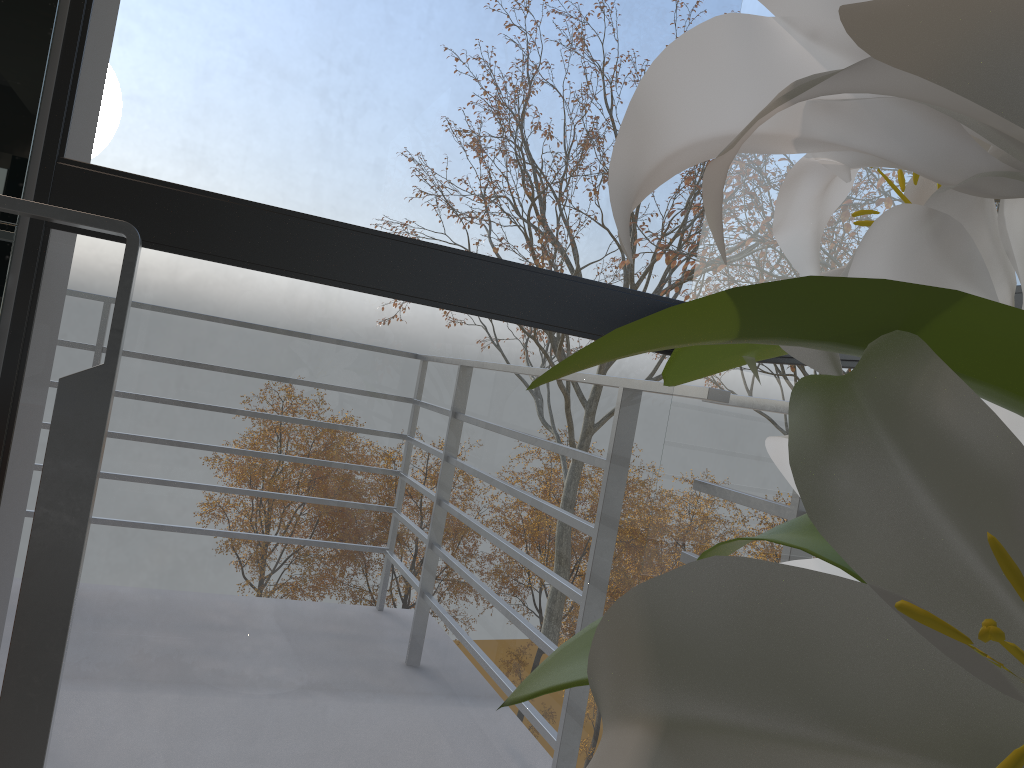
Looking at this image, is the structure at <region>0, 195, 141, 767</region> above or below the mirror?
below

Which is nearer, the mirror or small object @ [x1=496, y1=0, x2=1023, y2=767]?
small object @ [x1=496, y1=0, x2=1023, y2=767]

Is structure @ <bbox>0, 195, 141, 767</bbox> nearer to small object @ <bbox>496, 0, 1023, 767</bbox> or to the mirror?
the mirror

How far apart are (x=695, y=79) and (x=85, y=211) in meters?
1.1

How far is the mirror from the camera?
1.10m

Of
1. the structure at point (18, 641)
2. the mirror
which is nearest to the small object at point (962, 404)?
the structure at point (18, 641)

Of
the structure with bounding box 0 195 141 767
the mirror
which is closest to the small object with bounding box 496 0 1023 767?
the structure with bounding box 0 195 141 767

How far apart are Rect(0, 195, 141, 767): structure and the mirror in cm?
28

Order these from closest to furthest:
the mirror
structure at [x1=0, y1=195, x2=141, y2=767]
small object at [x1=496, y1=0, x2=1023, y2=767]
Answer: small object at [x1=496, y1=0, x2=1023, y2=767], structure at [x1=0, y1=195, x2=141, y2=767], the mirror

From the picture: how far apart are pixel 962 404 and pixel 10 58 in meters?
1.2 m
